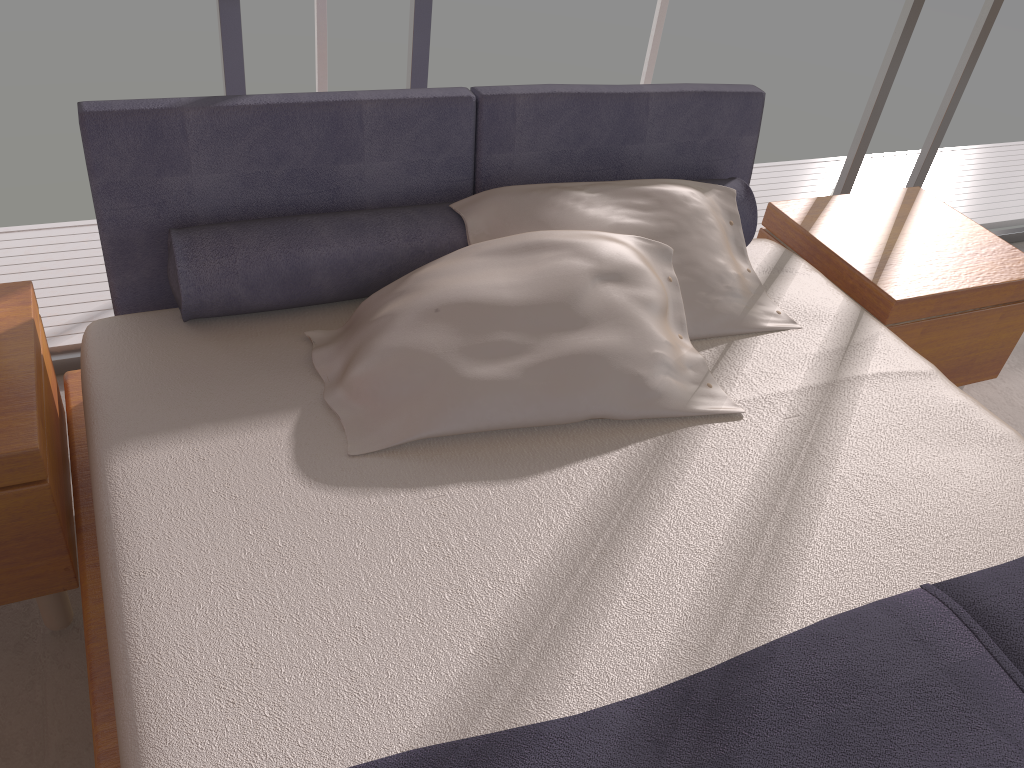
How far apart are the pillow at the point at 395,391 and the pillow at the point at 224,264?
0.1m

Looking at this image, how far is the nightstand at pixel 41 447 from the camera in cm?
158

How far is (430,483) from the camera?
1.6m

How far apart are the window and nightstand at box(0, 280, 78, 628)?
0.5 meters

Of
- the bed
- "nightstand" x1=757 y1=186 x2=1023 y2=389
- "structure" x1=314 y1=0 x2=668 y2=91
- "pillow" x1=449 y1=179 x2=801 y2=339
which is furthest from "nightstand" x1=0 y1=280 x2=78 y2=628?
"nightstand" x1=757 y1=186 x2=1023 y2=389

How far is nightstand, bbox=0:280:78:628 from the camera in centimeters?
158cm

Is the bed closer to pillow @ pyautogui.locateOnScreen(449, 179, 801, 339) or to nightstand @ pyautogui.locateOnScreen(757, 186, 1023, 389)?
pillow @ pyautogui.locateOnScreen(449, 179, 801, 339)

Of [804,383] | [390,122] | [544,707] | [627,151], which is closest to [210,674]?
[544,707]

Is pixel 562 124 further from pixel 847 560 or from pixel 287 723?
pixel 287 723

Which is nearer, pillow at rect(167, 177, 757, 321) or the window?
pillow at rect(167, 177, 757, 321)
